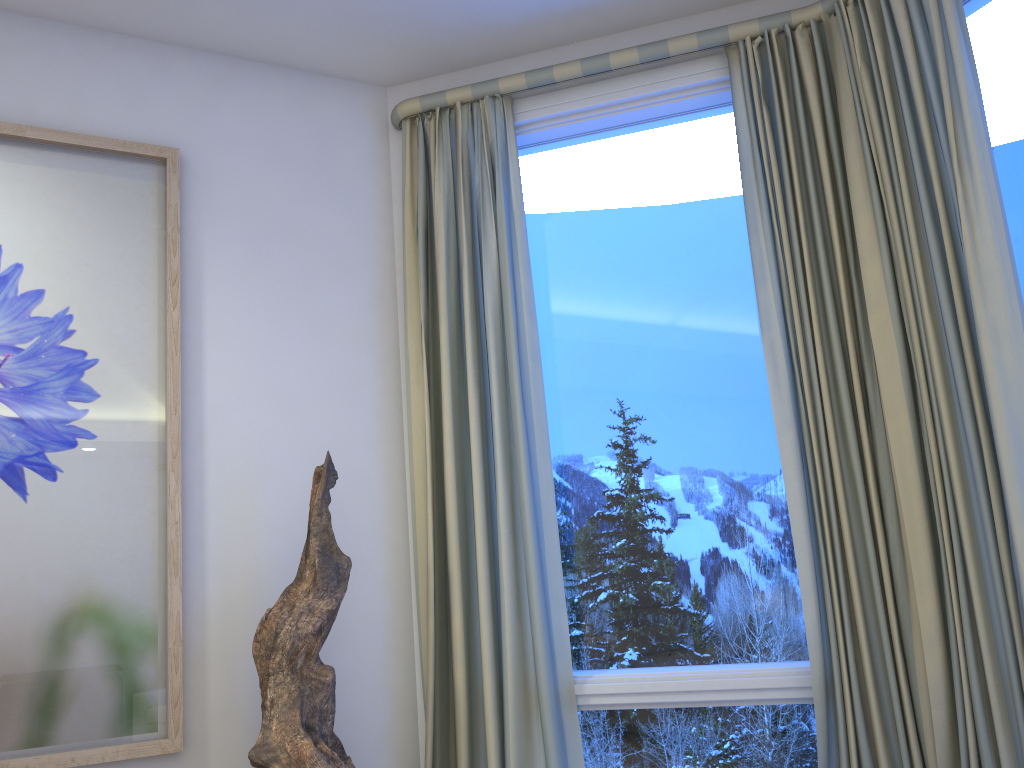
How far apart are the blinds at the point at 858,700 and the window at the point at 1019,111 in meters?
0.3 m

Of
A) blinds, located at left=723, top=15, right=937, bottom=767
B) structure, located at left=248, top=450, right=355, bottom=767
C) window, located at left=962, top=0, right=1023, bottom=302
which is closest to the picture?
structure, located at left=248, top=450, right=355, bottom=767

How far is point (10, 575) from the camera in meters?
1.9 m

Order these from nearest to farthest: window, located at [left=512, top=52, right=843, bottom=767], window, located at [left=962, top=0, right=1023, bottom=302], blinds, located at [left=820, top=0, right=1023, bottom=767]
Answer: blinds, located at [left=820, top=0, right=1023, bottom=767]
window, located at [left=962, top=0, right=1023, bottom=302]
window, located at [left=512, top=52, right=843, bottom=767]

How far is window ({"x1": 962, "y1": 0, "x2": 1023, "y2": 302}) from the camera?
1.9m

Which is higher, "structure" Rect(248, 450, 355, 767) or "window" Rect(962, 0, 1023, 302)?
"window" Rect(962, 0, 1023, 302)

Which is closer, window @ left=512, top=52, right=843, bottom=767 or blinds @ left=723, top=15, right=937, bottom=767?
blinds @ left=723, top=15, right=937, bottom=767

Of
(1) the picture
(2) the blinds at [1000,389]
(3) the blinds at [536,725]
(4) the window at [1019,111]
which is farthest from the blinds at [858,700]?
(1) the picture

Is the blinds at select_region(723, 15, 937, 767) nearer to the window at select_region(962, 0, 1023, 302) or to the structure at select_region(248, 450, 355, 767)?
the window at select_region(962, 0, 1023, 302)

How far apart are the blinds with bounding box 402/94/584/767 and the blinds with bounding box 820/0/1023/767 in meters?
0.8 m
